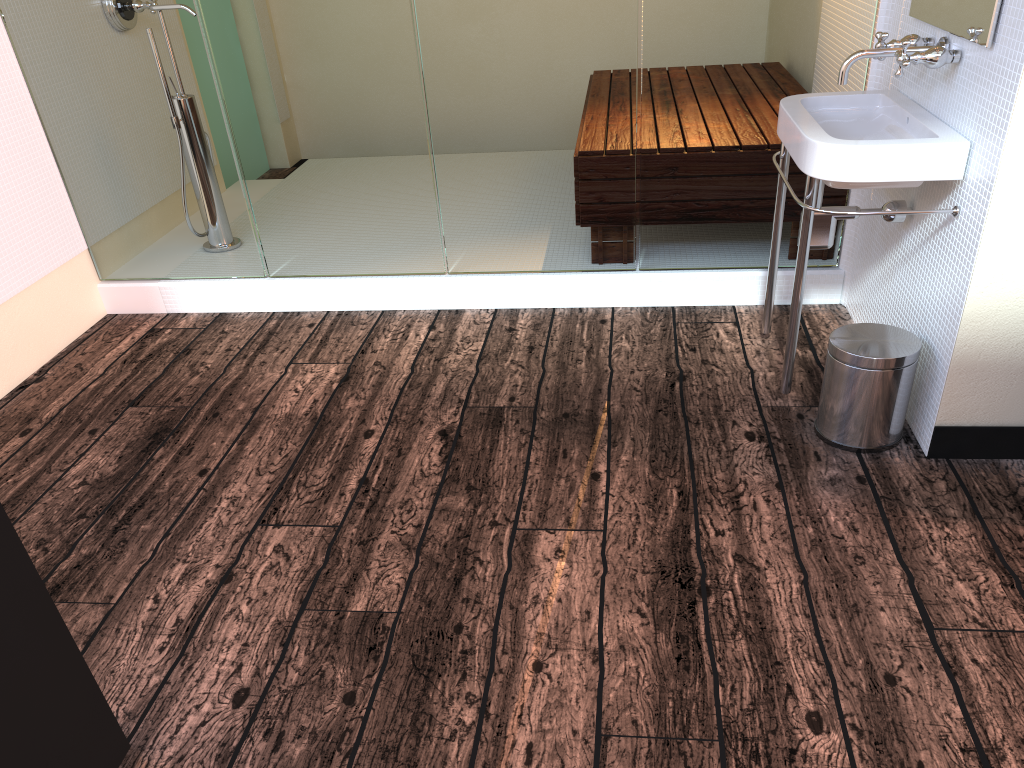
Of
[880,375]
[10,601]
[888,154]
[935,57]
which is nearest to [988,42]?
[935,57]

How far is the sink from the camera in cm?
201

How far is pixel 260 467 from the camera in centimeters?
240cm

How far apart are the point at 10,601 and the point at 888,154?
1.9m

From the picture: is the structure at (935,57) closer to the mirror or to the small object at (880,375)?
the mirror

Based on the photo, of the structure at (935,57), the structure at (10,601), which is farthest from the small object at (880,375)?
the structure at (10,601)

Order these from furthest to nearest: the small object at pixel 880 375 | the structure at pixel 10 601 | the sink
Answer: the small object at pixel 880 375 < the sink < the structure at pixel 10 601

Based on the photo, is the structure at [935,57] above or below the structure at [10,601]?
above

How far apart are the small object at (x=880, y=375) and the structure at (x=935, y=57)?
0.6m

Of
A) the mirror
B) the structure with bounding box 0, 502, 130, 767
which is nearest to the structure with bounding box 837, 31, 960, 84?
the mirror
